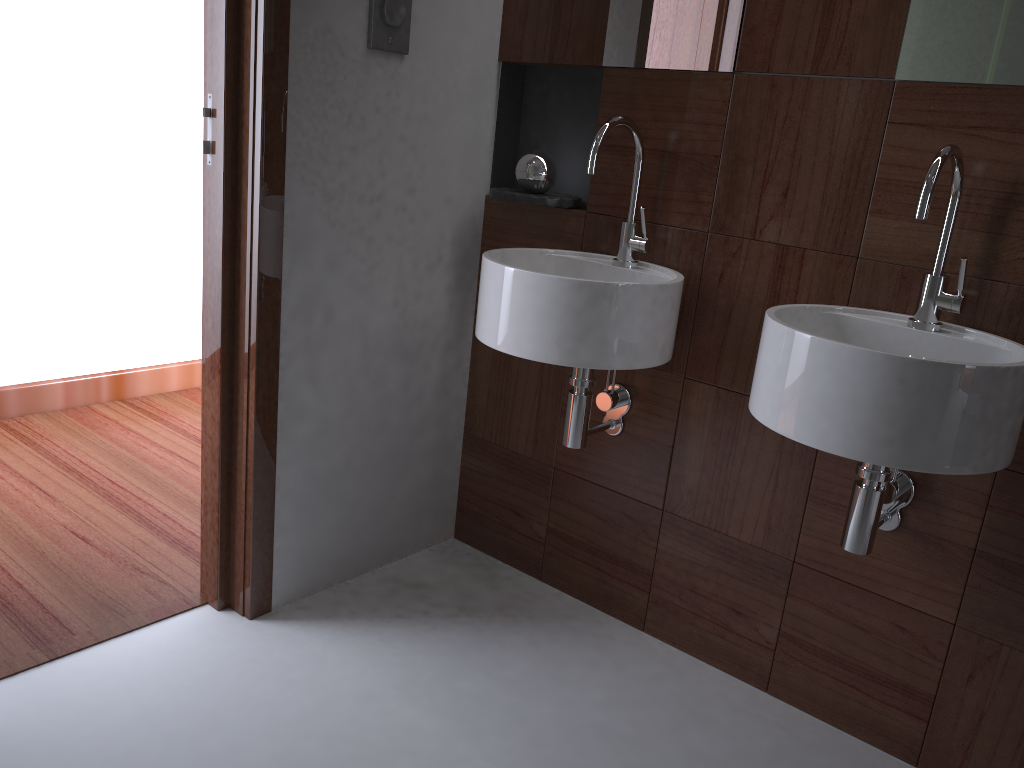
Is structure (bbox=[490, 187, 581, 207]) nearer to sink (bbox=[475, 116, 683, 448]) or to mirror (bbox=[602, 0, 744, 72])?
sink (bbox=[475, 116, 683, 448])

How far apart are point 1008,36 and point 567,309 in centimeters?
85cm

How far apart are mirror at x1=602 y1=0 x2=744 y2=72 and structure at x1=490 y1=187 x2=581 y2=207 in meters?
0.3

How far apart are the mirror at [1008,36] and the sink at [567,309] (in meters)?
0.50

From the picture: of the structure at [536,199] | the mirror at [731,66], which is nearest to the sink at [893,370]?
the mirror at [731,66]

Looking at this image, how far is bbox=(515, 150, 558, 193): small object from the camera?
2.06m

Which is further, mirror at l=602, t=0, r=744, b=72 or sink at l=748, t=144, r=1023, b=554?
mirror at l=602, t=0, r=744, b=72

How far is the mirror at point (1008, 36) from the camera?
1.5m

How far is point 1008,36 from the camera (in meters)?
1.45

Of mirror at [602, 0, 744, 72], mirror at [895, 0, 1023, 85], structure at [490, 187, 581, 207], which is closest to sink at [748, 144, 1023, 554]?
mirror at [895, 0, 1023, 85]
